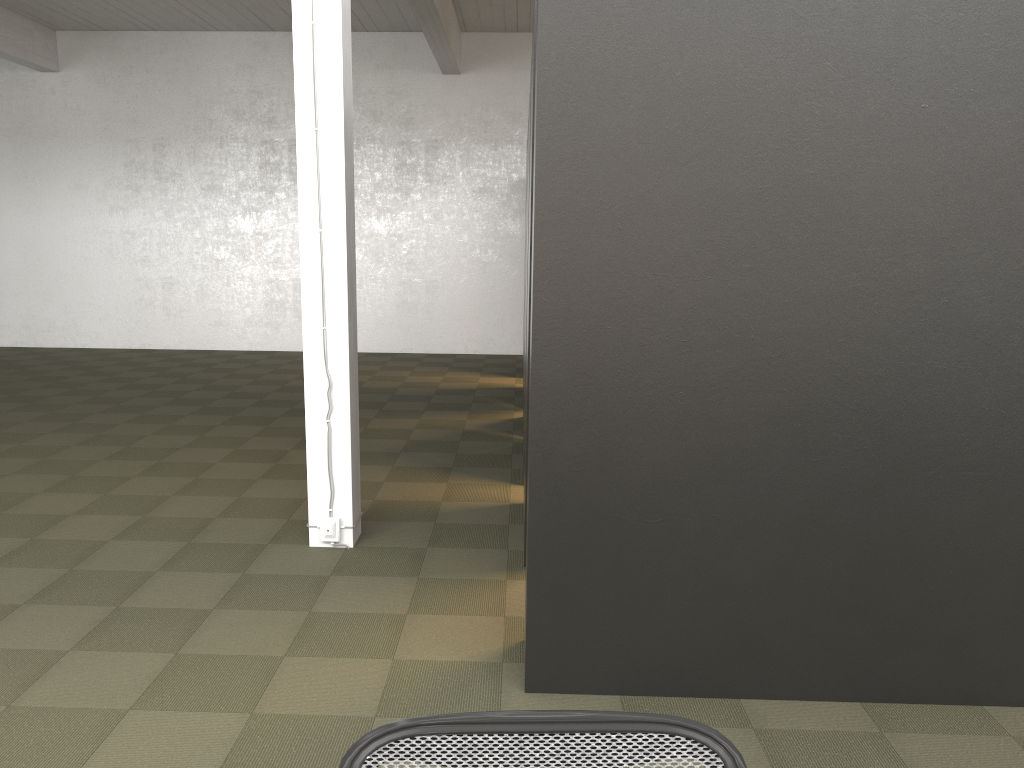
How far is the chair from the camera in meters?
1.3

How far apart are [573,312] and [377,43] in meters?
10.9

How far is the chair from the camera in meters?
1.3
